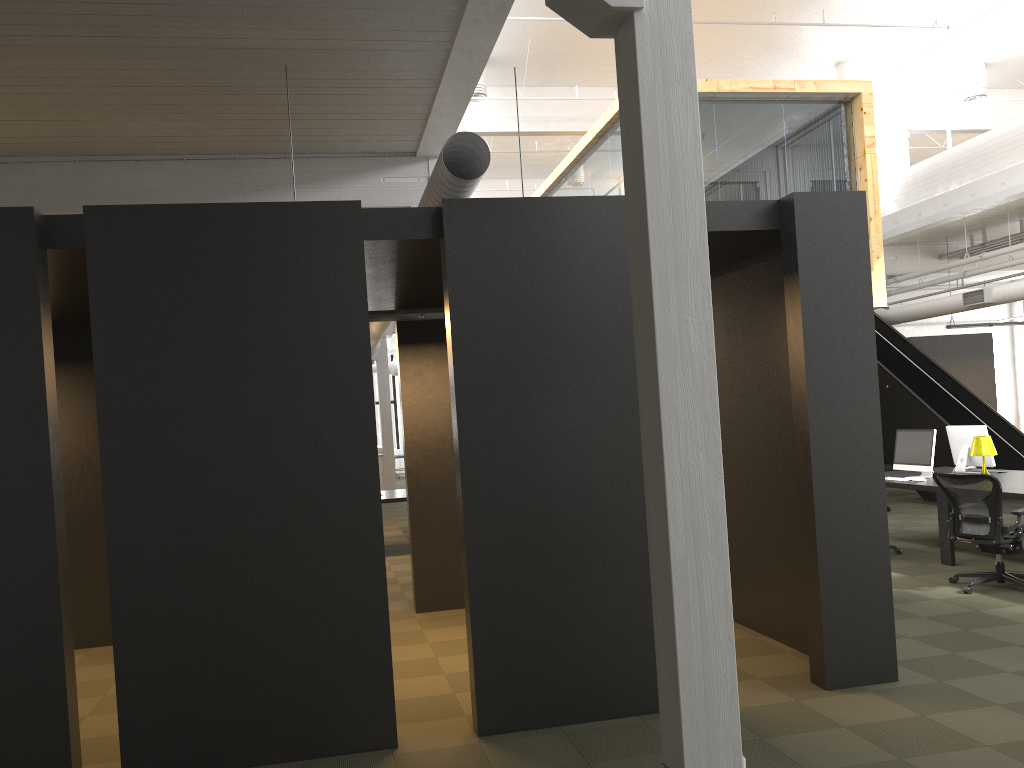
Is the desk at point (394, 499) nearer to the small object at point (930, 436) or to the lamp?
the small object at point (930, 436)

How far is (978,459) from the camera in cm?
963

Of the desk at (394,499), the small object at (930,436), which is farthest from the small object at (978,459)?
the desk at (394,499)

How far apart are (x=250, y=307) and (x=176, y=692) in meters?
1.9 m

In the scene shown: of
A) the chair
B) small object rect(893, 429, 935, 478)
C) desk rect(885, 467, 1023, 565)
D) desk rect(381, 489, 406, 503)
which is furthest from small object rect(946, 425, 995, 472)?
desk rect(381, 489, 406, 503)

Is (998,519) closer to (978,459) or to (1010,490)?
(1010,490)

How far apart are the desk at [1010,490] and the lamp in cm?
27

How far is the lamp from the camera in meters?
9.0

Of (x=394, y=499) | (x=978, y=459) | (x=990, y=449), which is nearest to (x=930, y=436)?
(x=990, y=449)

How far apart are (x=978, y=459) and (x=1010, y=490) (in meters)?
1.87
